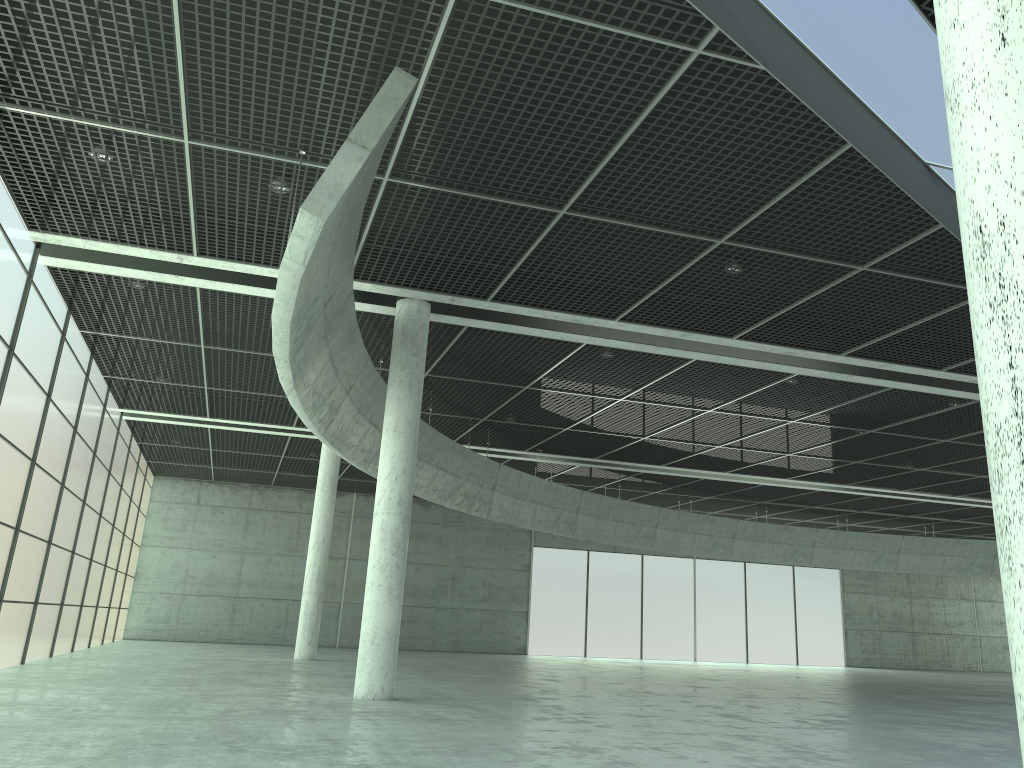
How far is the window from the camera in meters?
27.2 m

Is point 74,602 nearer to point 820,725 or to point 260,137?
point 260,137

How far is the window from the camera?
A: 27.2 meters

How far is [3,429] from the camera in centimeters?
2718cm

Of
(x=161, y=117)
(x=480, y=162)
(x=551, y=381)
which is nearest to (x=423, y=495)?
(x=551, y=381)
